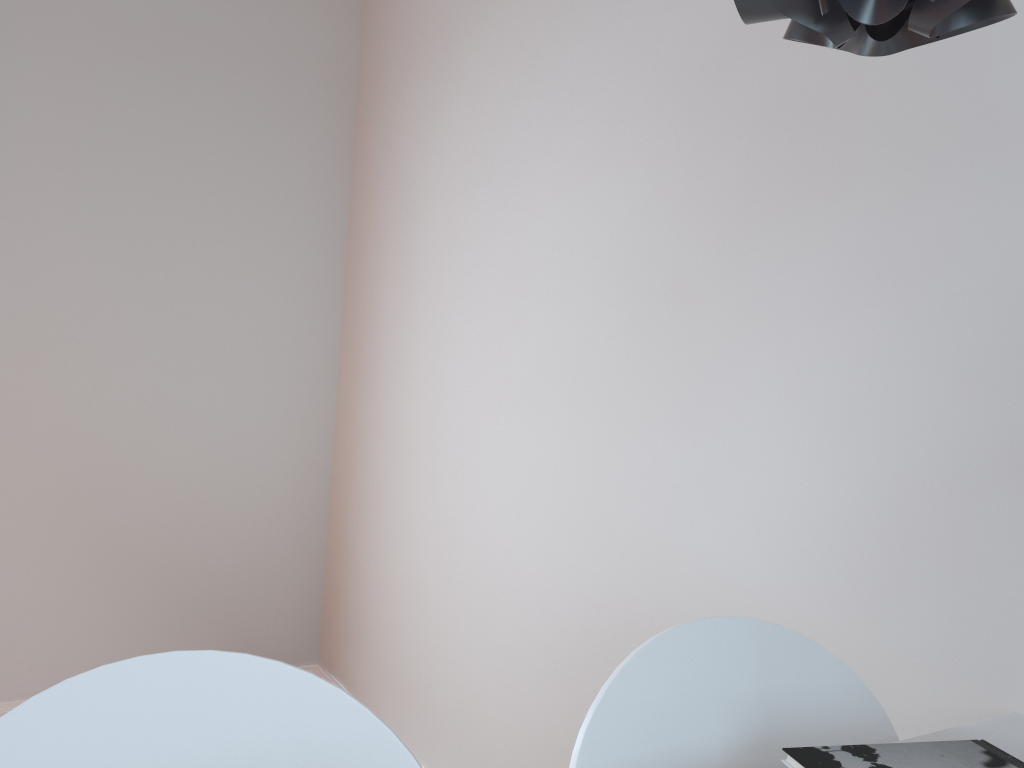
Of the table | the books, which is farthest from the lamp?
the table

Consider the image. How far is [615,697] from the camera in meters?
0.8 m

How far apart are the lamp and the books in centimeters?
56cm

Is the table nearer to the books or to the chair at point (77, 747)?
the books

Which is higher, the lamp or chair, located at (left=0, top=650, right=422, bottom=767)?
the lamp

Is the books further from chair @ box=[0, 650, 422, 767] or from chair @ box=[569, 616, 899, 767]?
chair @ box=[0, 650, 422, 767]

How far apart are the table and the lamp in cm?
73

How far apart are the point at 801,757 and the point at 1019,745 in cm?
33

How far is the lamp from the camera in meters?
0.4

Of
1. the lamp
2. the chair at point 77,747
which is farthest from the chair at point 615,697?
the lamp
